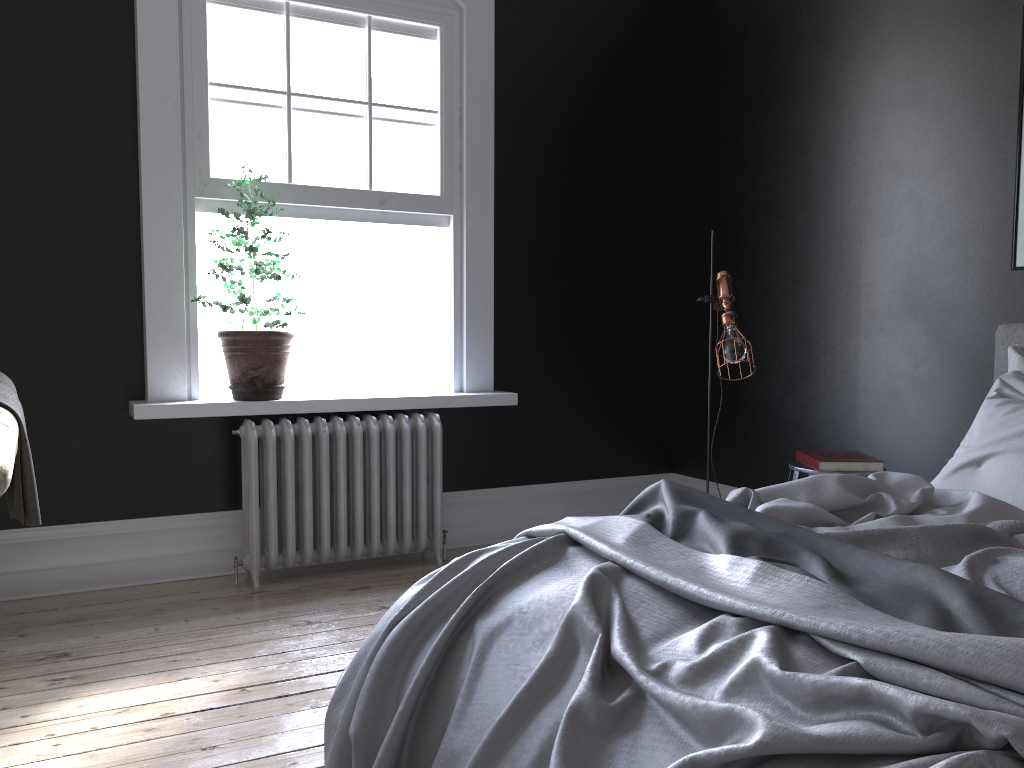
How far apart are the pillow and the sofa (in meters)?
3.10

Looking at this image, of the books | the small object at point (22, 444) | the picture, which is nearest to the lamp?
the books

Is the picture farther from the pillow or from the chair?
the chair

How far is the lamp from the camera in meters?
4.1 m

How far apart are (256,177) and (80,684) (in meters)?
2.50

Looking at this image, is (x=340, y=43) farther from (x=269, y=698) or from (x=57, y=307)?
(x=269, y=698)

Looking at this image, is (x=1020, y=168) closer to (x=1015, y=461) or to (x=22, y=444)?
(x=1015, y=461)

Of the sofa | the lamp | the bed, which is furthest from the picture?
the sofa

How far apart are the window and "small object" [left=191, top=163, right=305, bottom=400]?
0.2 meters

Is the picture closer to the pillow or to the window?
the pillow
